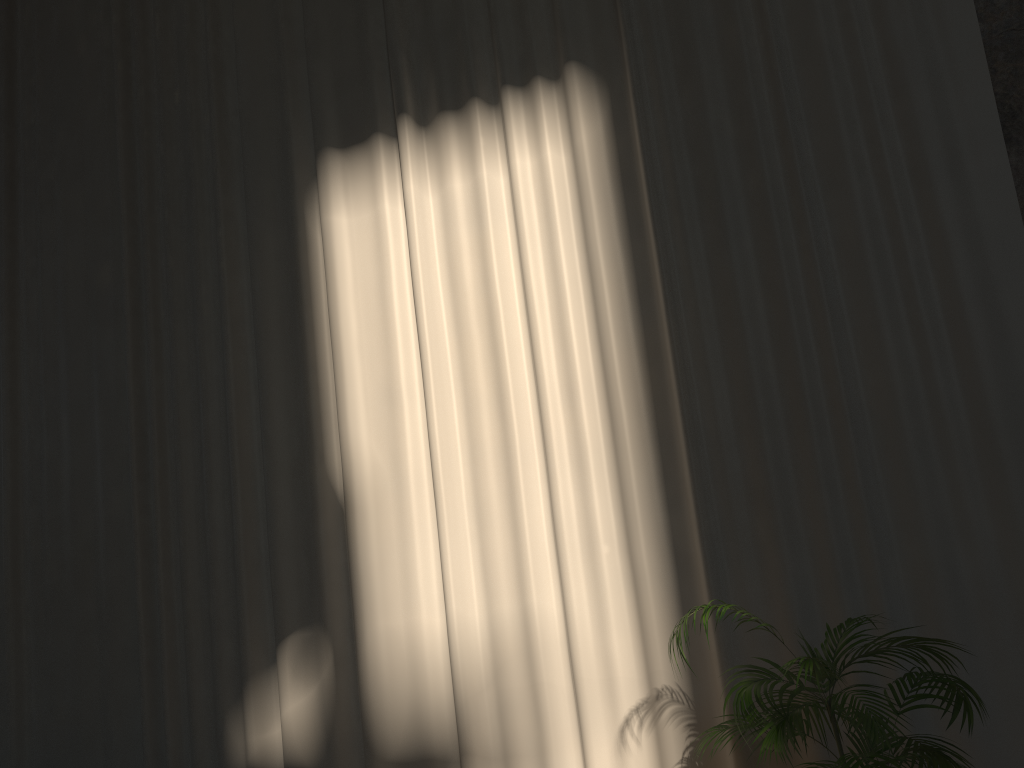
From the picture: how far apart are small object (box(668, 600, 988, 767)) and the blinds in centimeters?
22cm

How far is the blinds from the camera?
4.1m

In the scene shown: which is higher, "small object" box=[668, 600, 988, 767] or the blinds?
the blinds

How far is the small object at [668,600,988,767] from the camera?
2.92m

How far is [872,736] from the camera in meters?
2.9

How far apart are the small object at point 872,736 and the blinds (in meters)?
0.22

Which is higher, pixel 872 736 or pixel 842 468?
pixel 842 468

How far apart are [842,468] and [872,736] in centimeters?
141cm

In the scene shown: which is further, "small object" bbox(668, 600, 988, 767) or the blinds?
the blinds

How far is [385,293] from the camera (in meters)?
5.22
